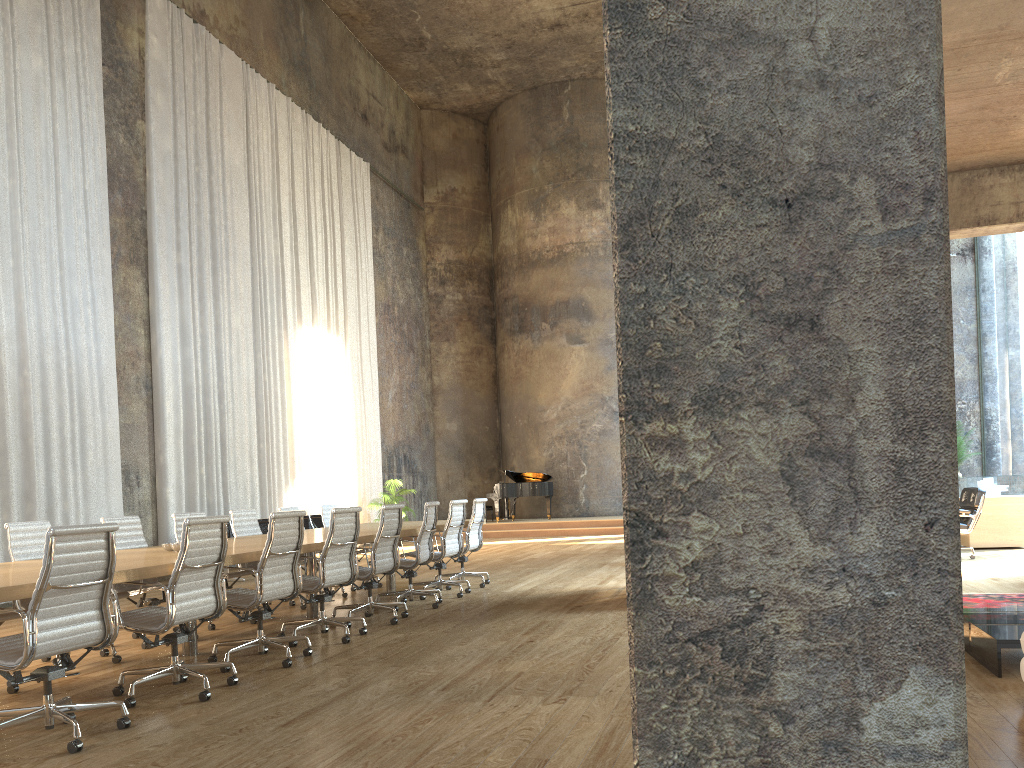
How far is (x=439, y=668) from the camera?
5.3 meters

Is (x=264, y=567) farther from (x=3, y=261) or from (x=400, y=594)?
(x=3, y=261)

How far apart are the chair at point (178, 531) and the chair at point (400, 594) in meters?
1.5

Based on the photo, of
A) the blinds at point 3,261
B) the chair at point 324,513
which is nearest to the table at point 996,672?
the chair at point 324,513

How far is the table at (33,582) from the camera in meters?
4.0 m

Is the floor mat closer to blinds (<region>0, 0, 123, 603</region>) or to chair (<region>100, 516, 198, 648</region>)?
chair (<region>100, 516, 198, 648</region>)

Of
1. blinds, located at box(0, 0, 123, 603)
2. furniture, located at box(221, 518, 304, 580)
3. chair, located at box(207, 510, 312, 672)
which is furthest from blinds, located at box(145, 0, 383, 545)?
chair, located at box(207, 510, 312, 672)

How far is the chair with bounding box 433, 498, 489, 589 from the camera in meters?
9.9

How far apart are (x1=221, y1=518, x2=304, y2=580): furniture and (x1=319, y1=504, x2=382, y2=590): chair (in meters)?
2.95

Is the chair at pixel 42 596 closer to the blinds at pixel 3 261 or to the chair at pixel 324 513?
the chair at pixel 324 513
